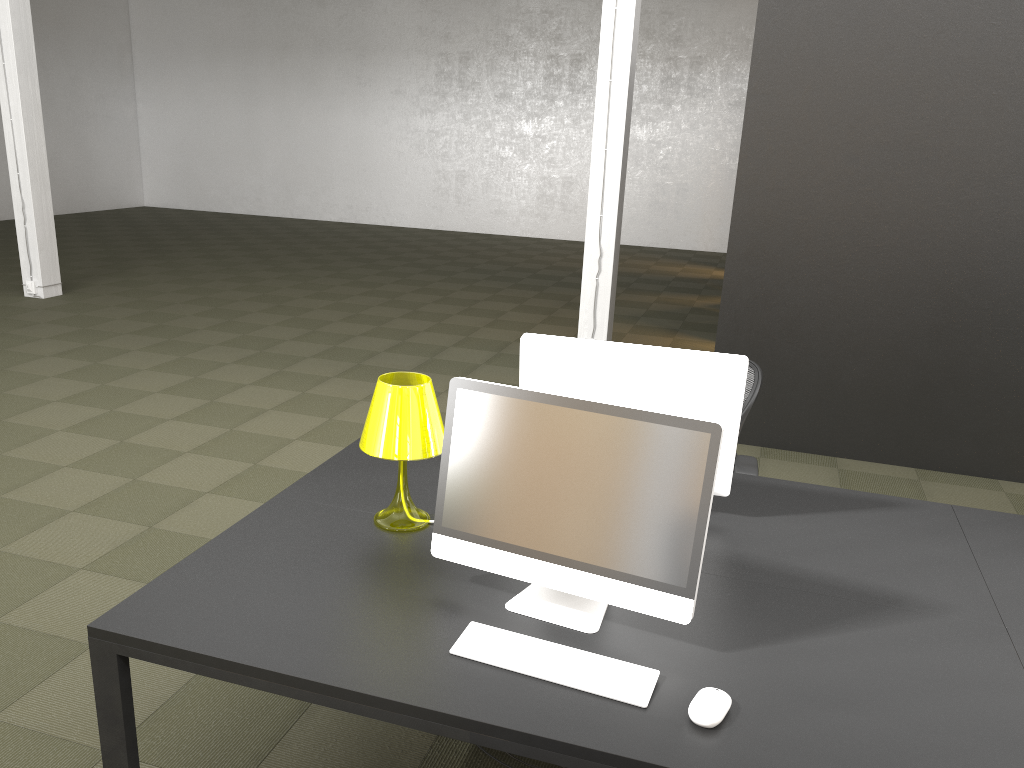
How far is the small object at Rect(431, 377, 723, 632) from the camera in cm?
192

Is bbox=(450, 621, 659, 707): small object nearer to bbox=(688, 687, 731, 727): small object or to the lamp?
bbox=(688, 687, 731, 727): small object

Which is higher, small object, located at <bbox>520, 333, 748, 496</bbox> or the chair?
small object, located at <bbox>520, 333, 748, 496</bbox>

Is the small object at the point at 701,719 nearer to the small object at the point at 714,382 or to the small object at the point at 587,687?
the small object at the point at 587,687

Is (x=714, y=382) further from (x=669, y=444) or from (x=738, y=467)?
(x=738, y=467)

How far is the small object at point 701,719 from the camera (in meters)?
1.70

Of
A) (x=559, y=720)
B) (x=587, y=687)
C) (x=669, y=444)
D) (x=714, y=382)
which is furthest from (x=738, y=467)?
(x=559, y=720)

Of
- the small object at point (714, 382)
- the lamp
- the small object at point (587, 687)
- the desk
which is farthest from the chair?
the small object at point (587, 687)

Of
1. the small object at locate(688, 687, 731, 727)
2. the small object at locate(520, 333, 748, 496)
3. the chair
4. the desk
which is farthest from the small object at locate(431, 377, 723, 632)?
the chair

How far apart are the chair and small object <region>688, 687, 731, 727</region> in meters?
1.6 m
